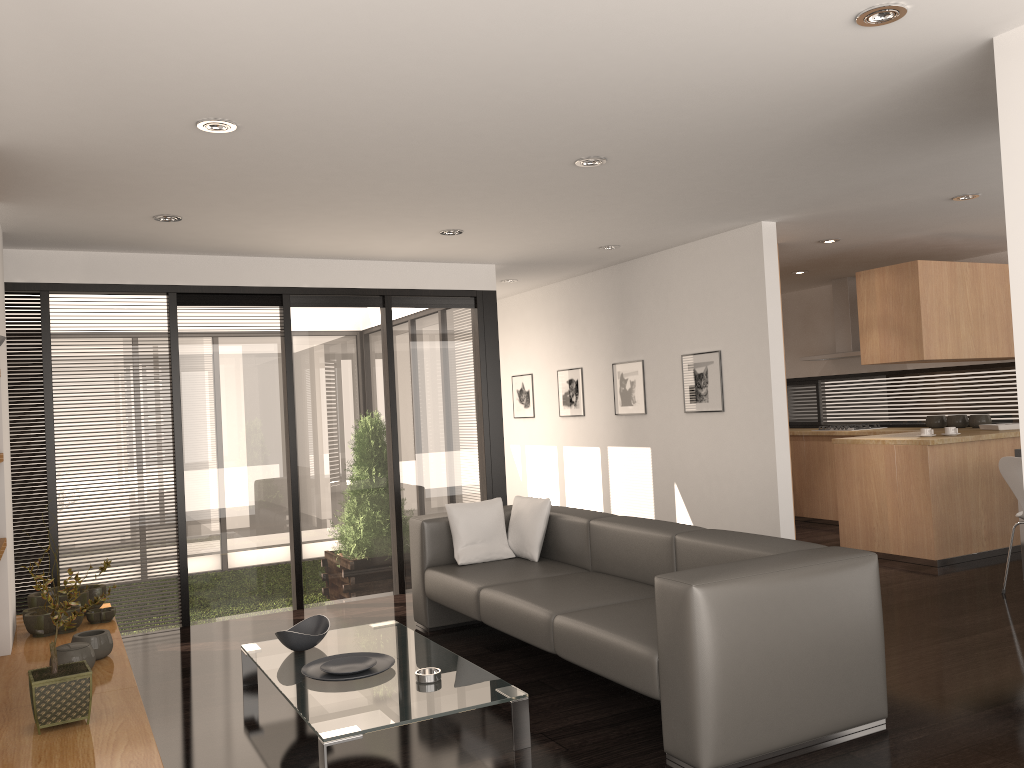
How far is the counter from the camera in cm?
642

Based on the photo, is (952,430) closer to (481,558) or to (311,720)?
(481,558)

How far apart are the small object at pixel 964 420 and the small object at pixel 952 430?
1.2 meters

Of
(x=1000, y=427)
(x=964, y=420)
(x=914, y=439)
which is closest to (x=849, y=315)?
(x=964, y=420)

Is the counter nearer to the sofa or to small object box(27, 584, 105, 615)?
the sofa

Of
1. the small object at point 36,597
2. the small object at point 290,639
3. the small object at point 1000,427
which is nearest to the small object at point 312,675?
the small object at point 290,639

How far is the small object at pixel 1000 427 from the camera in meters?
7.0

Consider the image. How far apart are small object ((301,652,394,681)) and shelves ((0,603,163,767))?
0.7 meters

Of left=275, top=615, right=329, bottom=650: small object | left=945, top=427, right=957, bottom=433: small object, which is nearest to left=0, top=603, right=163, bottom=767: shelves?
left=275, top=615, right=329, bottom=650: small object

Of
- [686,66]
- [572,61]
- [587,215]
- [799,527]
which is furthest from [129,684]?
[799,527]
